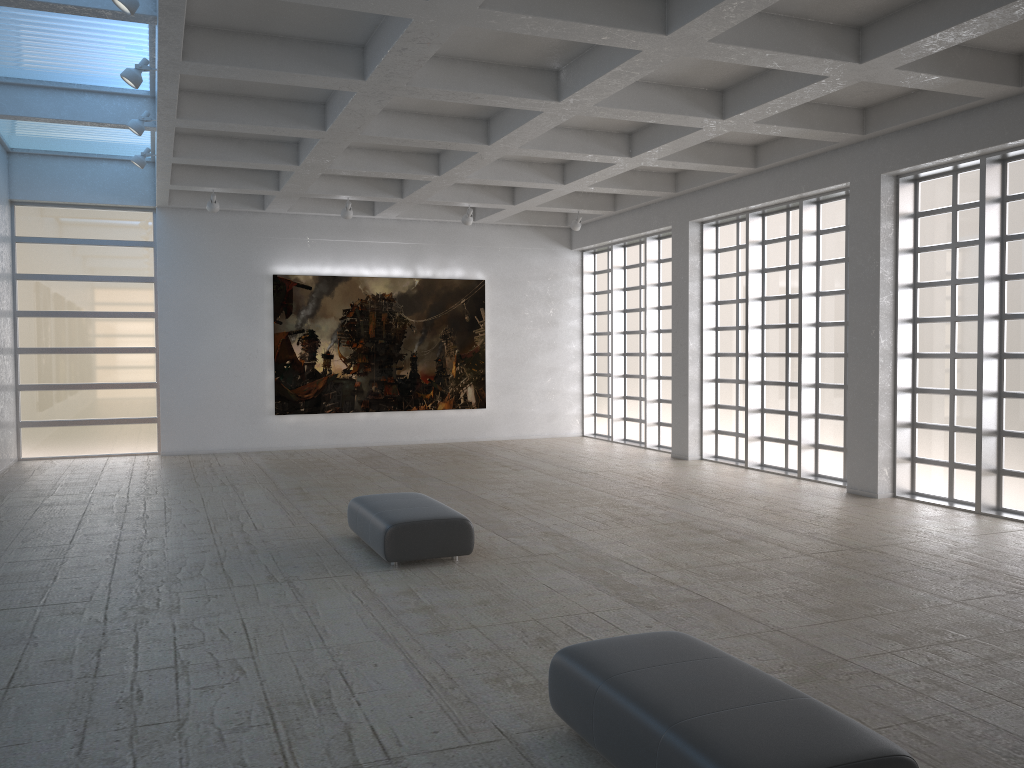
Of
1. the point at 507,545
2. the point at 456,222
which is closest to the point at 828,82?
the point at 507,545
